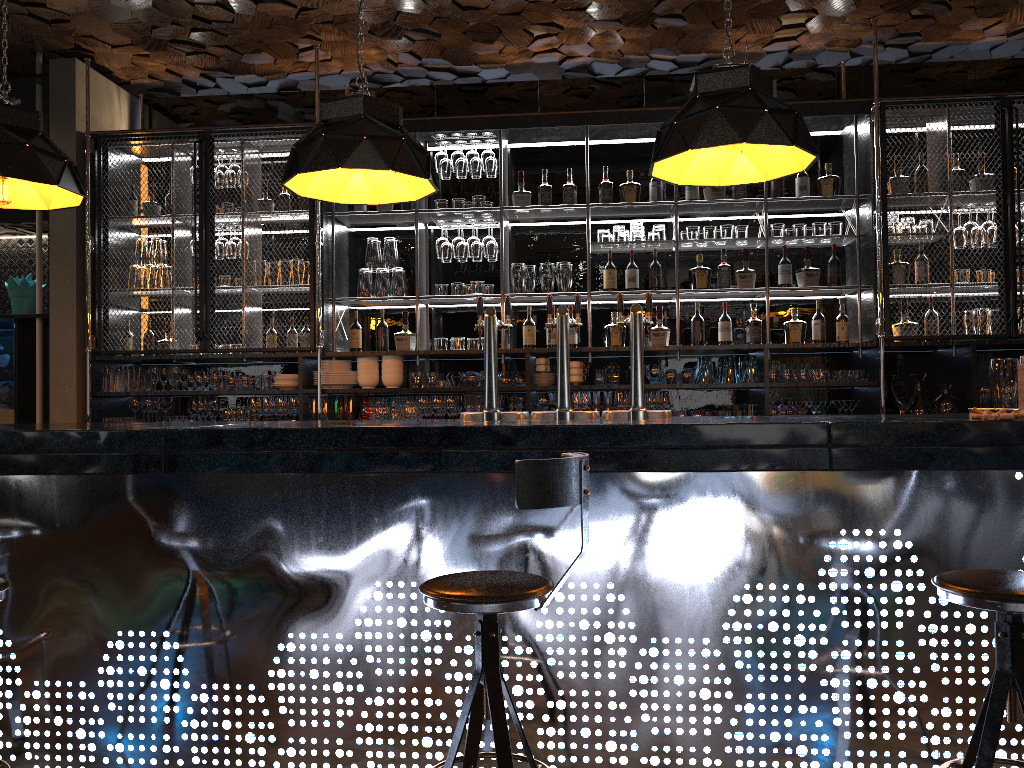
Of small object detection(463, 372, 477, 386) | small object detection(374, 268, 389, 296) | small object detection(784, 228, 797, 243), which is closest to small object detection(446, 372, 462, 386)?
small object detection(463, 372, 477, 386)

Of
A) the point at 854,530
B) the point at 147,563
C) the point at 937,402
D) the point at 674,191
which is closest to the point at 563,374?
the point at 854,530

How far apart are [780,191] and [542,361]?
1.9m

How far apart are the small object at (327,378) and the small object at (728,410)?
2.4 meters

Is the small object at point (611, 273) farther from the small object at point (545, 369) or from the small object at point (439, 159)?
the small object at point (439, 159)

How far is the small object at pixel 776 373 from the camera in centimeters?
554cm

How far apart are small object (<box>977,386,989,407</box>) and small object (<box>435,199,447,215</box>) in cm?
358

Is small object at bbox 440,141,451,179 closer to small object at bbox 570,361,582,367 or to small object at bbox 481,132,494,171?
small object at bbox 481,132,494,171

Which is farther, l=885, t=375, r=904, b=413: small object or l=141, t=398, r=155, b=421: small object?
l=141, t=398, r=155, b=421: small object

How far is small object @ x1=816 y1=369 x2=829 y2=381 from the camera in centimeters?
550cm
